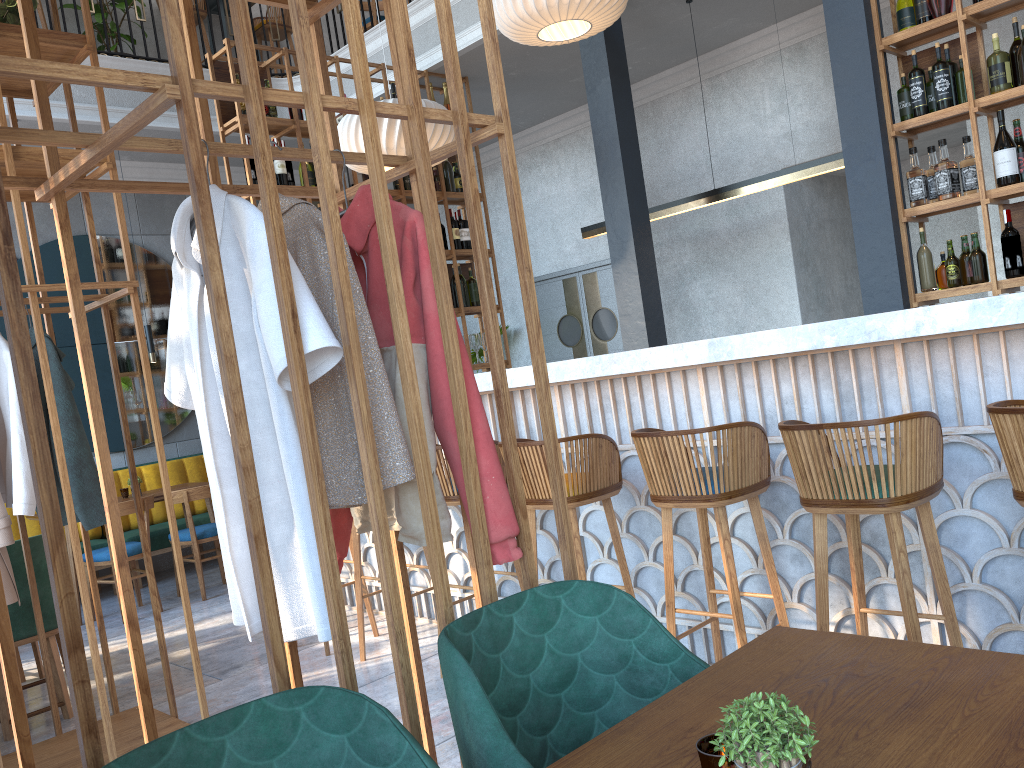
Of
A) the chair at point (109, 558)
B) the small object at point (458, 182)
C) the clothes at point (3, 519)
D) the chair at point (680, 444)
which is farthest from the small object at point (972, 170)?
the chair at point (109, 558)

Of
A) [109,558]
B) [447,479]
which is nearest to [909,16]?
[447,479]

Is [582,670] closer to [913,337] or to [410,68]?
[410,68]

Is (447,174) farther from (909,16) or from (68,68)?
(68,68)

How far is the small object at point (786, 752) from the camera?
0.9m

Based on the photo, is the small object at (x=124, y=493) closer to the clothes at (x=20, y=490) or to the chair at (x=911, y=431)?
the clothes at (x=20, y=490)

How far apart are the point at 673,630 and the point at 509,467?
1.4 meters

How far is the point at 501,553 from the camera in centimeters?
180cm

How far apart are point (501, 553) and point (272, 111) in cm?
466

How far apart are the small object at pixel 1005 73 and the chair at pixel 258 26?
6.4m
